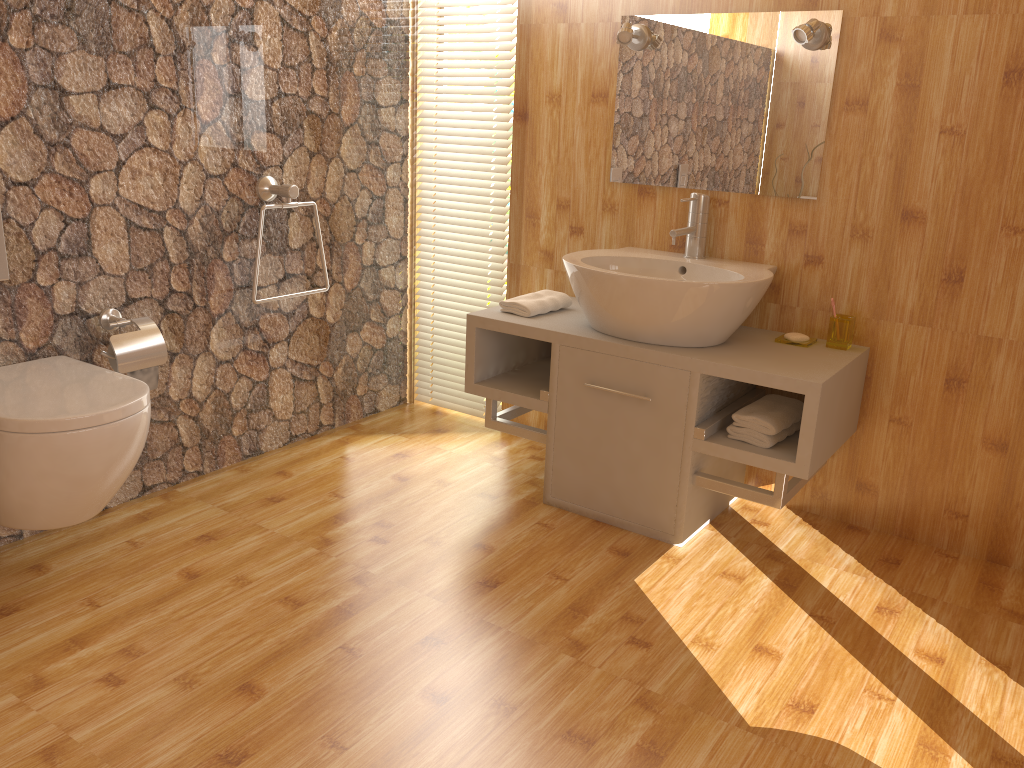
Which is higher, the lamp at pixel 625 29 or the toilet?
the lamp at pixel 625 29

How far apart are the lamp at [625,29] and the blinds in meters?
0.5 m

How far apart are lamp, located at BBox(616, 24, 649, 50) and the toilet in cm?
175

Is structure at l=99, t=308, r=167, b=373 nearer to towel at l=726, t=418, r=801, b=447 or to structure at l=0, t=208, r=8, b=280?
structure at l=0, t=208, r=8, b=280

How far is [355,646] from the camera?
2.1 meters

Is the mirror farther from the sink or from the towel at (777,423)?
the towel at (777,423)

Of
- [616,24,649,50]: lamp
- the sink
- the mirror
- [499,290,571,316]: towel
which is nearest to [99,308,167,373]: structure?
[499,290,571,316]: towel

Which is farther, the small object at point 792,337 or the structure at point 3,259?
the small object at point 792,337

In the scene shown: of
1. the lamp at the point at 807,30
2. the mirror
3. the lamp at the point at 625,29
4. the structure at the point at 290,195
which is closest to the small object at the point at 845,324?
the mirror

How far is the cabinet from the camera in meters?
2.4 m
